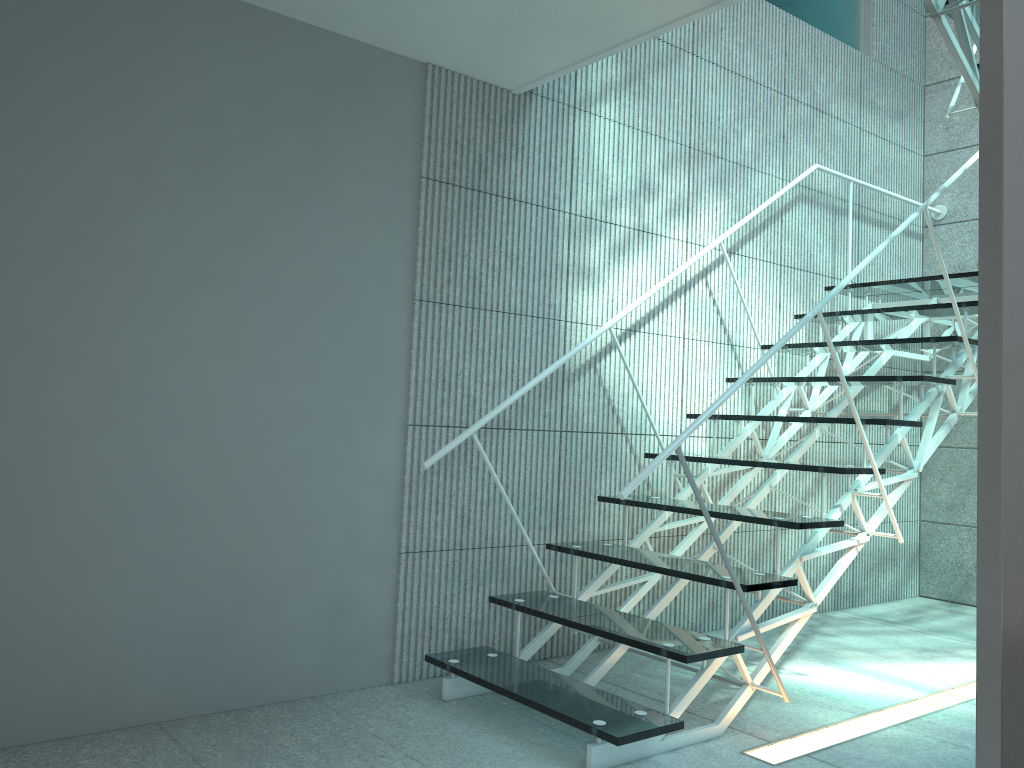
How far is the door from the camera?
1.02m

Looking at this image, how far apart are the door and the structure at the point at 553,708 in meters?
1.1 m

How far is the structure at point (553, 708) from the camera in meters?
2.3 m

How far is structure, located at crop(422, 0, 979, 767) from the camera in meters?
2.3 m

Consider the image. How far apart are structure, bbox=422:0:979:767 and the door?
1.1 meters

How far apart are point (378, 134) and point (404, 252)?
0.4 meters

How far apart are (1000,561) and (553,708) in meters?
1.5

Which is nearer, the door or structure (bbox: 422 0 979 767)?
the door

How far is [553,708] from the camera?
2.3m
